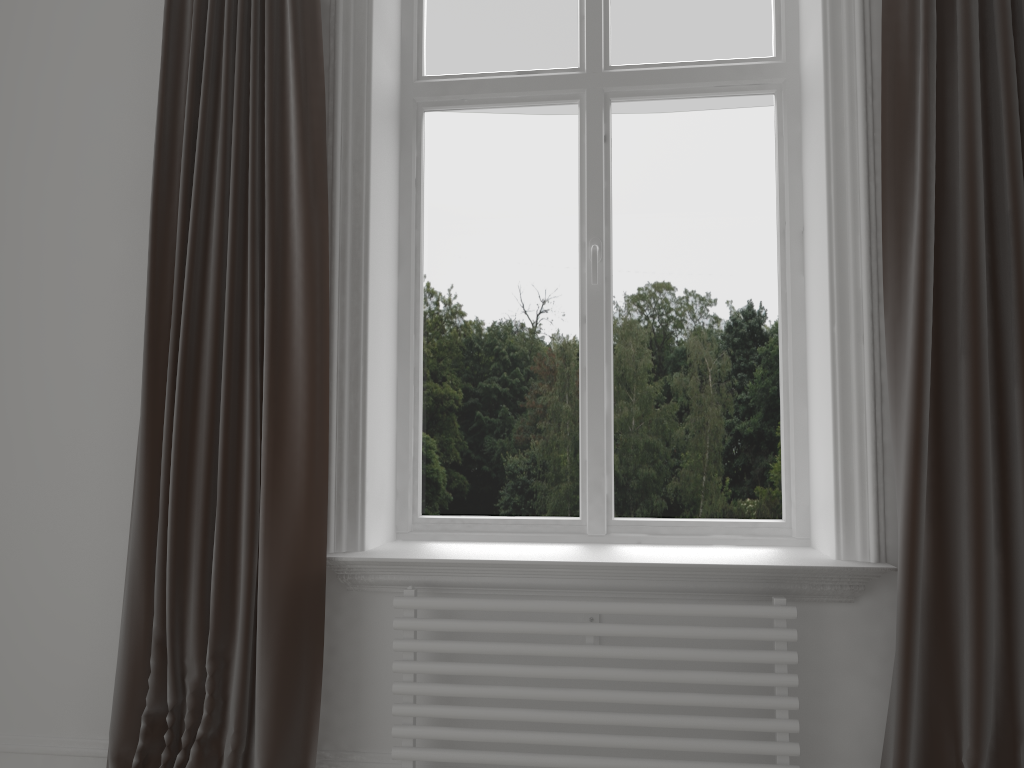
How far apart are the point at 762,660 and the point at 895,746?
0.3 meters

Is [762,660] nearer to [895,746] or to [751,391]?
[895,746]

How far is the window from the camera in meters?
2.4 m

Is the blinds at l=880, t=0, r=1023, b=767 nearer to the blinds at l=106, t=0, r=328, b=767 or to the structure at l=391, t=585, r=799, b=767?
the structure at l=391, t=585, r=799, b=767

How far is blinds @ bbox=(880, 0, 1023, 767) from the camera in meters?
1.8

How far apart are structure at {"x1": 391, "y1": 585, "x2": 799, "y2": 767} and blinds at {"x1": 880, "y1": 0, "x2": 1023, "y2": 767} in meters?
0.2

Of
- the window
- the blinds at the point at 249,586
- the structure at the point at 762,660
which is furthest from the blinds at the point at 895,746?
the blinds at the point at 249,586

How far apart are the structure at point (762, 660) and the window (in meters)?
0.36

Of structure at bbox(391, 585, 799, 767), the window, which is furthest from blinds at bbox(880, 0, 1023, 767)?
the window

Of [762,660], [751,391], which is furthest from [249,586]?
[751,391]
